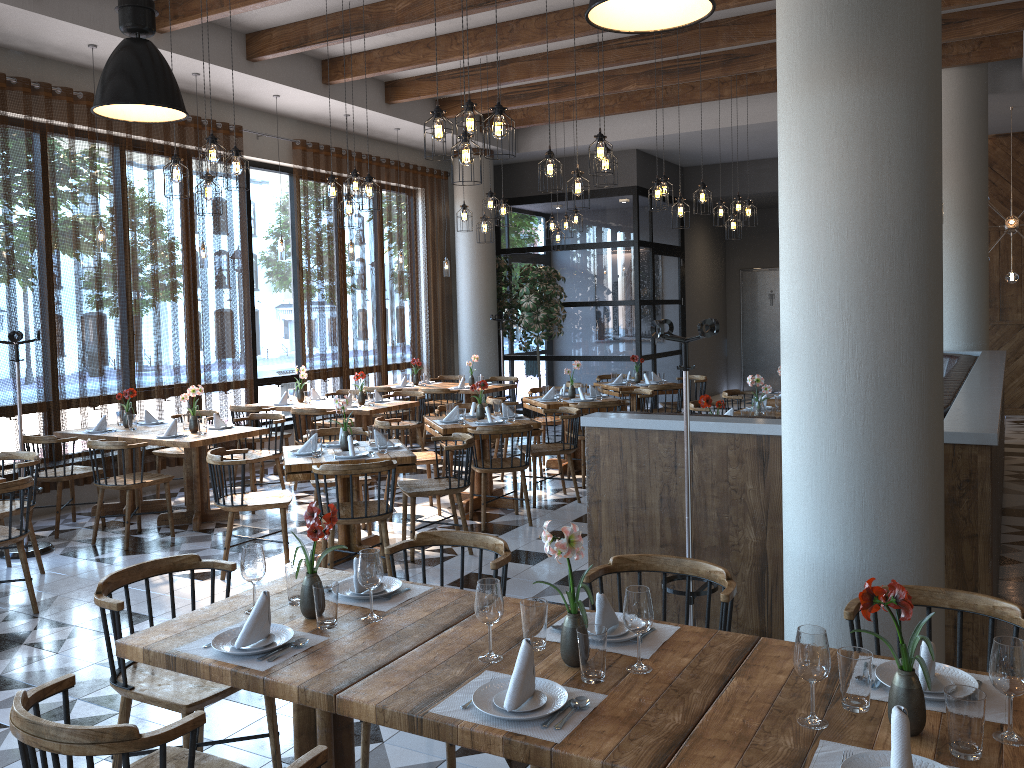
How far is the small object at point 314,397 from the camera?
10.0 meters

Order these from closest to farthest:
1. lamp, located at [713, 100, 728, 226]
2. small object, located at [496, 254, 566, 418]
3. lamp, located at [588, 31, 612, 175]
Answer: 1. lamp, located at [588, 31, 612, 175]
2. lamp, located at [713, 100, 728, 226]
3. small object, located at [496, 254, 566, 418]

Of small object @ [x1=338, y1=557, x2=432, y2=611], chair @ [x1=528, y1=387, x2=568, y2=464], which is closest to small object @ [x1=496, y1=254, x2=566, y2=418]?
chair @ [x1=528, y1=387, x2=568, y2=464]

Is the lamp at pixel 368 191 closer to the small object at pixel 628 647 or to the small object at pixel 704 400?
the small object at pixel 704 400

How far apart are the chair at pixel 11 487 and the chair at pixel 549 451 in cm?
391

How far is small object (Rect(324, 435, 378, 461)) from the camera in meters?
5.8 m

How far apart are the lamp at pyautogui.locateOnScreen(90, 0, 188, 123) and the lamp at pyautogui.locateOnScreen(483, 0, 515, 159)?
1.72m

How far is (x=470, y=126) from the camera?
5.29m

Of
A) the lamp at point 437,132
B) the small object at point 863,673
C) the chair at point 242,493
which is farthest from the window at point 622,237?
the small object at point 863,673

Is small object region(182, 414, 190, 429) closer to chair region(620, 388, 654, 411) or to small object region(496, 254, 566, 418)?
chair region(620, 388, 654, 411)
